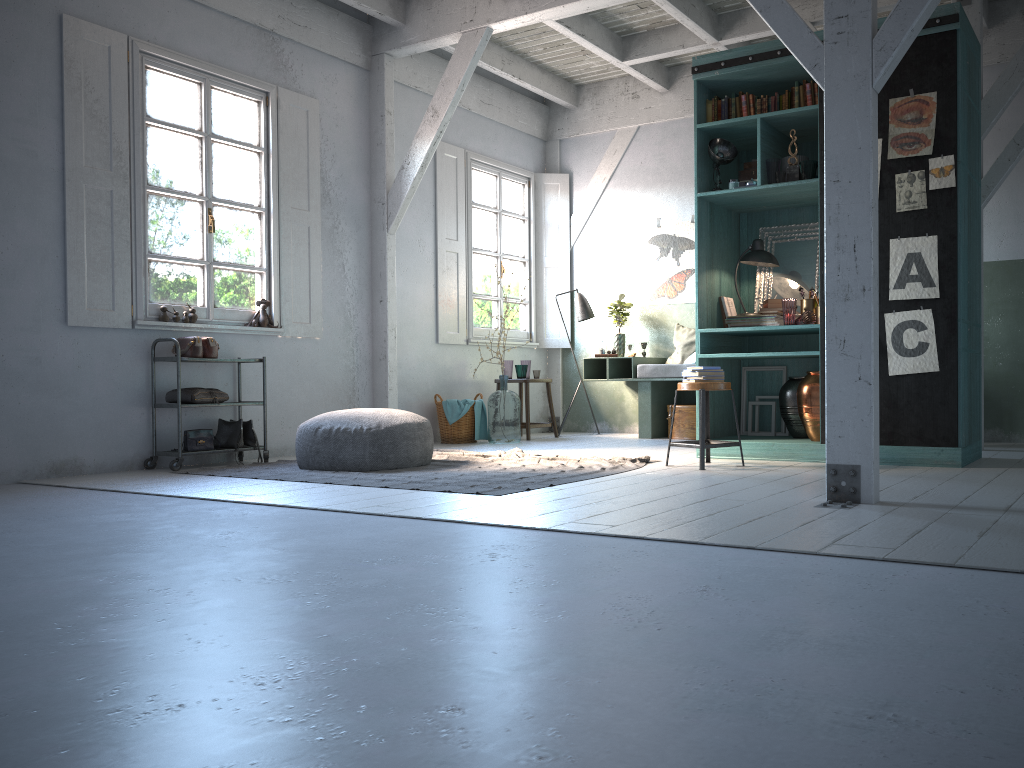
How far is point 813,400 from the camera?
6.67m

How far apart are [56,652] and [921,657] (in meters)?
2.15

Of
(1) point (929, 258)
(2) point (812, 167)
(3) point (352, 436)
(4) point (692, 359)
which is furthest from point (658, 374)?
(3) point (352, 436)

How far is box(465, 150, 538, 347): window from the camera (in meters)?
10.42

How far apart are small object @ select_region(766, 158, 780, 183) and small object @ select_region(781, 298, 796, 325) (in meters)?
0.97

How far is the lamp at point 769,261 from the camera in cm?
720

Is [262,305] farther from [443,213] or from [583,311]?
[583,311]

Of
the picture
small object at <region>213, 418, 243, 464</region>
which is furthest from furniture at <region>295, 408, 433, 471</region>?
the picture

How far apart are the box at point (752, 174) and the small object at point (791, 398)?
1.7 meters

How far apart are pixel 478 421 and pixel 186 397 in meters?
3.3 m
